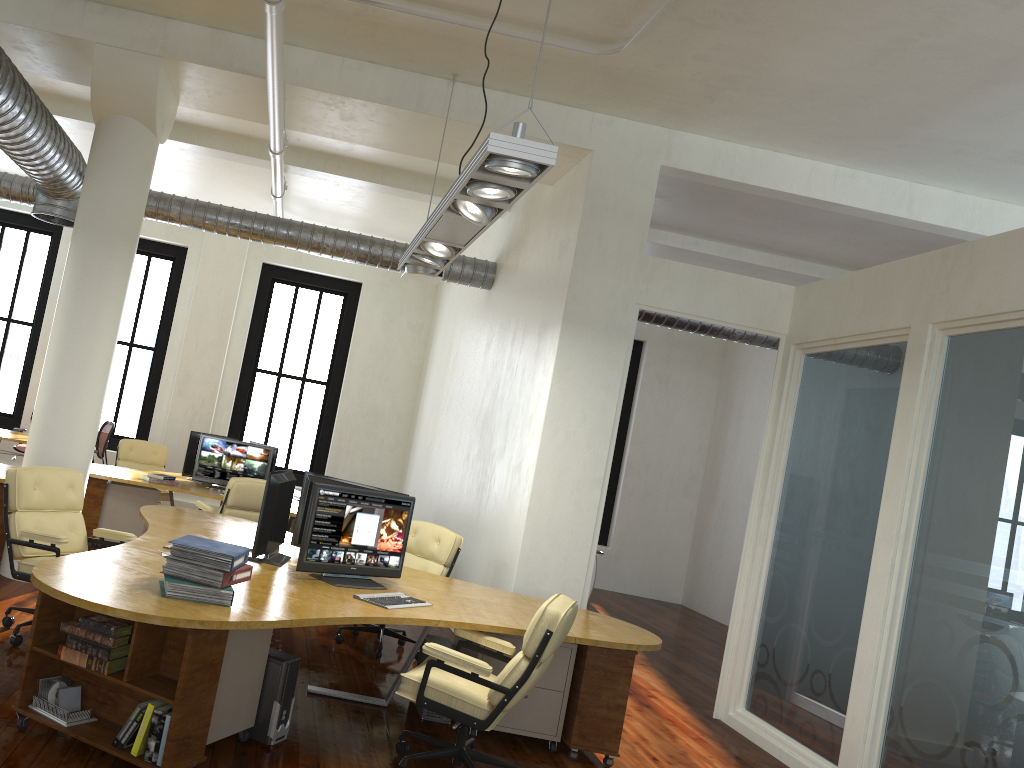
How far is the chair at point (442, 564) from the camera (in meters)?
6.85

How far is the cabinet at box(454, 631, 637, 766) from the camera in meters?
5.1

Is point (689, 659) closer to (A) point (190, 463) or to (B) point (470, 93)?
(A) point (190, 463)

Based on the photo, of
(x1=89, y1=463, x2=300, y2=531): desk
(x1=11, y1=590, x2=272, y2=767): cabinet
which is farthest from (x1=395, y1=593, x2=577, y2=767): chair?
(x1=89, y1=463, x2=300, y2=531): desk

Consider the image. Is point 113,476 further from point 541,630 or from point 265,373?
point 541,630

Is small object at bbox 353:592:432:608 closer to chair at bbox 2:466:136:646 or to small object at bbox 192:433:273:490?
chair at bbox 2:466:136:646

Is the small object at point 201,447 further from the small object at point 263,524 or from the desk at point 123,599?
the small object at point 263,524

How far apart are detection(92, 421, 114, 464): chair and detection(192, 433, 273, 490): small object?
2.2m

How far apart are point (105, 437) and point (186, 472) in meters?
2.1

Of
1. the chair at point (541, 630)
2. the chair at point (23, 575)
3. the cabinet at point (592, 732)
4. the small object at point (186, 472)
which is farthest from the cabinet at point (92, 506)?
the chair at point (541, 630)
